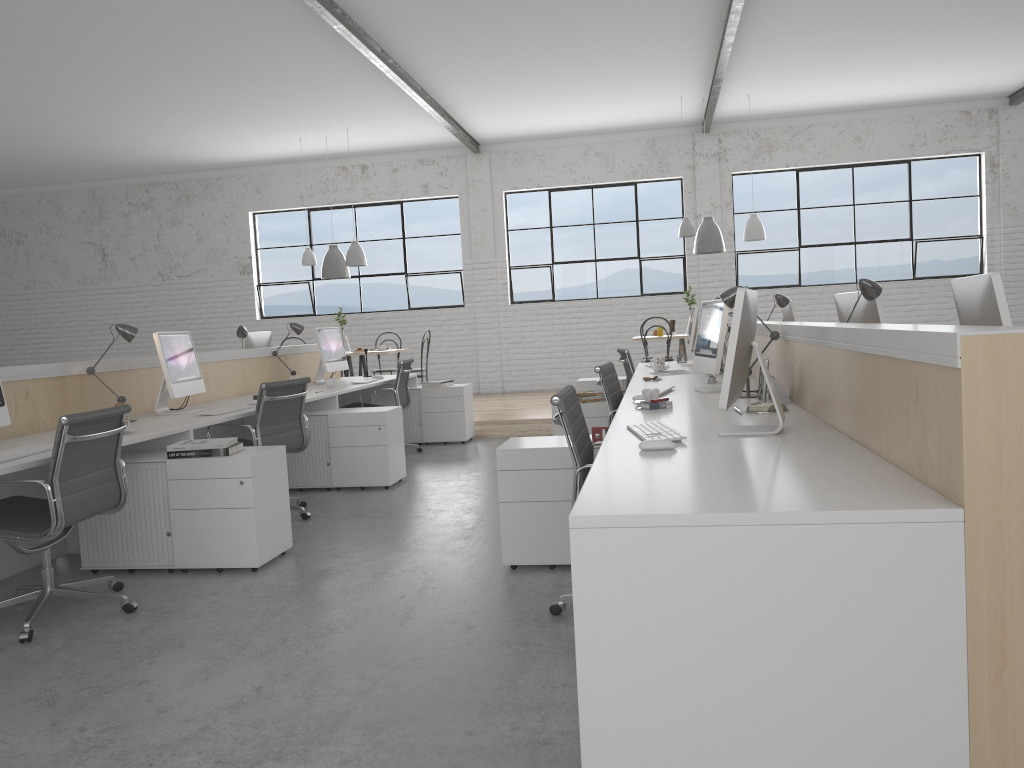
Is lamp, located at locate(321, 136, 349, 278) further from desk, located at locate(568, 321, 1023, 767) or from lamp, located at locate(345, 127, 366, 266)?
desk, located at locate(568, 321, 1023, 767)

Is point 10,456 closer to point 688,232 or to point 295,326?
point 295,326

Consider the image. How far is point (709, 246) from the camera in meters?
7.4 m

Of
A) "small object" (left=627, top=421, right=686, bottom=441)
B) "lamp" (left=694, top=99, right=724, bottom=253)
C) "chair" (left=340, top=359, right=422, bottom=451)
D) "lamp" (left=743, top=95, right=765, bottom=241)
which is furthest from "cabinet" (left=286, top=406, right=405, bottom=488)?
"lamp" (left=743, top=95, right=765, bottom=241)

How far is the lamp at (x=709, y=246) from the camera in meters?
7.4

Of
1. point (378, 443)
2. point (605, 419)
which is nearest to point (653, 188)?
point (605, 419)

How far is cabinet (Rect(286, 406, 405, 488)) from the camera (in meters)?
4.54

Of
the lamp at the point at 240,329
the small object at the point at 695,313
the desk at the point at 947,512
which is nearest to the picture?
the desk at the point at 947,512

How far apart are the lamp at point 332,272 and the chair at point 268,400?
4.0 meters

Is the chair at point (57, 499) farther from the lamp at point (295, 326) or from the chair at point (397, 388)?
the chair at point (397, 388)
